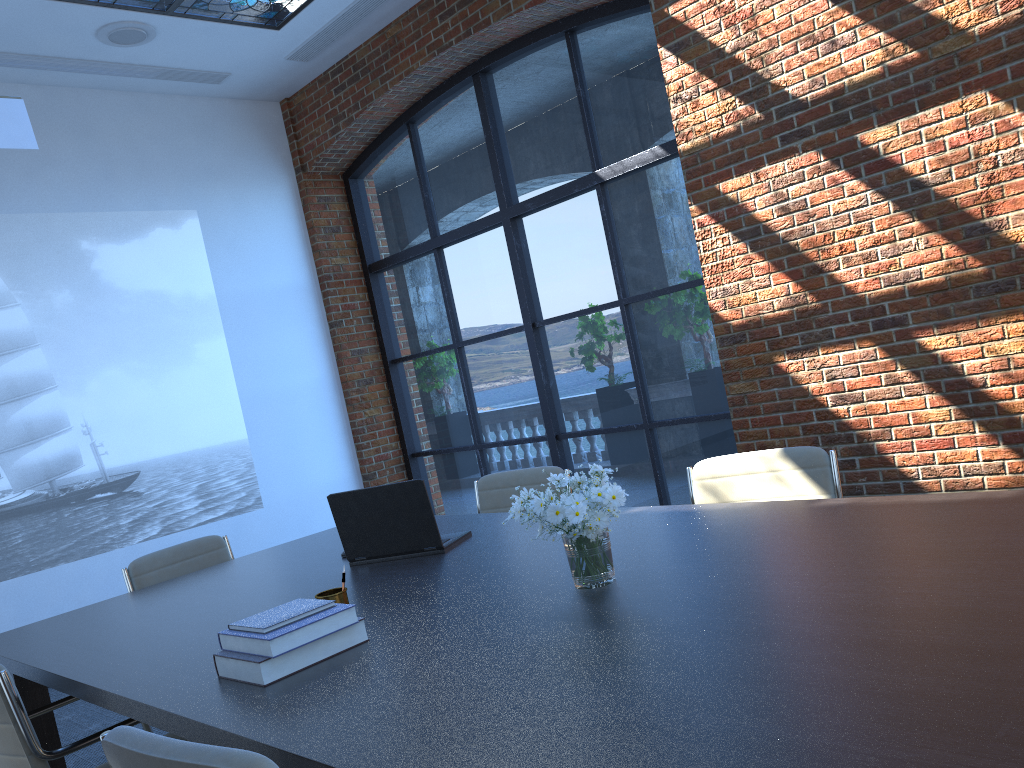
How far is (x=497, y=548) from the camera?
3.0 meters

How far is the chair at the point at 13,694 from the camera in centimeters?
229cm

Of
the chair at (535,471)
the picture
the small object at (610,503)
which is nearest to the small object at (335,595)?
the small object at (610,503)

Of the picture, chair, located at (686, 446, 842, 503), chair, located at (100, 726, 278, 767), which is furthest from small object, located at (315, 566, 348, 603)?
the picture

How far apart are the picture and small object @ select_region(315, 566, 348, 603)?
4.2 meters

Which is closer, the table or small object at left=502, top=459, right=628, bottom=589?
the table

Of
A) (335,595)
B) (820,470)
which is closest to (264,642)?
(335,595)

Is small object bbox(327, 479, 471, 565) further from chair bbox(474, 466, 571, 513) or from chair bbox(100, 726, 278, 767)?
chair bbox(100, 726, 278, 767)

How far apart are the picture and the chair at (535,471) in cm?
309

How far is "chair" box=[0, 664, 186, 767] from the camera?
2.3m
